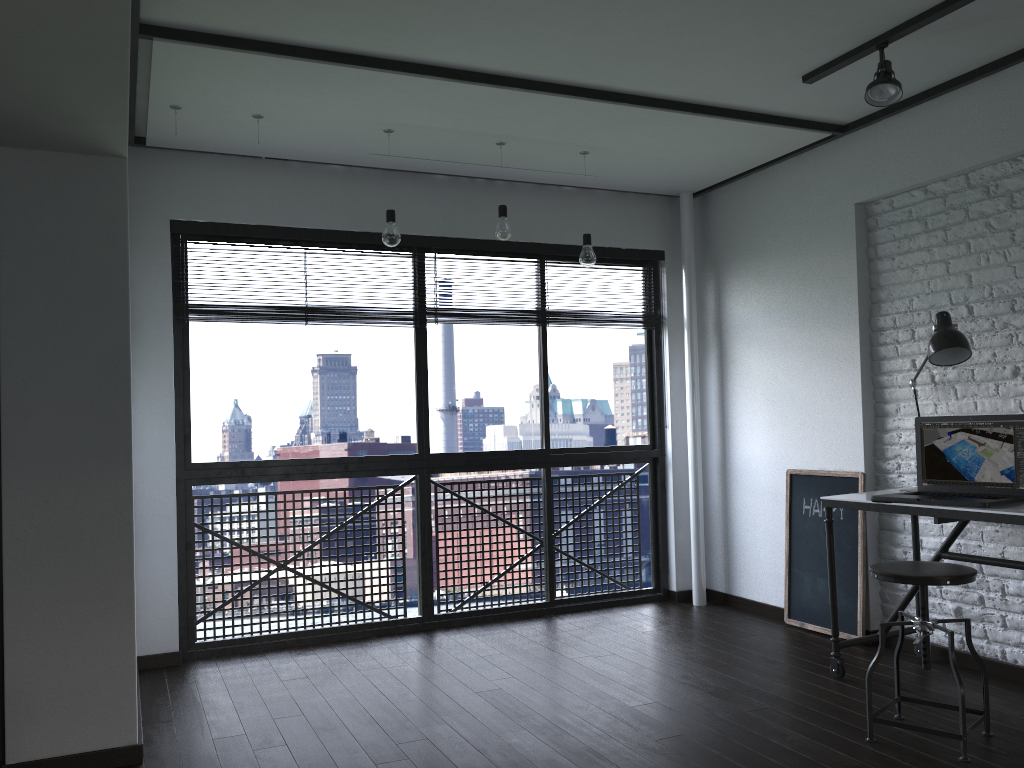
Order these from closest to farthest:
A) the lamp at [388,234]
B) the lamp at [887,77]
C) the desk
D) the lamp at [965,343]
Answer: the desk < the lamp at [887,77] < the lamp at [965,343] < the lamp at [388,234]

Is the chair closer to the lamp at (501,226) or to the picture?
the picture

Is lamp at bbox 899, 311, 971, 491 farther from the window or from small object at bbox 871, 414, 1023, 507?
the window

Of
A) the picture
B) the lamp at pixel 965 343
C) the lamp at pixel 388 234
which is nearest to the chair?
the lamp at pixel 965 343

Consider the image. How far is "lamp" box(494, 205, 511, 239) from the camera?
4.1 meters

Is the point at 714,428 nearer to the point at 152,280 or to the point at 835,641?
the point at 835,641

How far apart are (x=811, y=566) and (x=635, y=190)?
2.24m

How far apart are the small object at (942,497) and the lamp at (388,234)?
2.20m

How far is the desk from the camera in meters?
2.9 m

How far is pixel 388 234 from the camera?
3.8m
